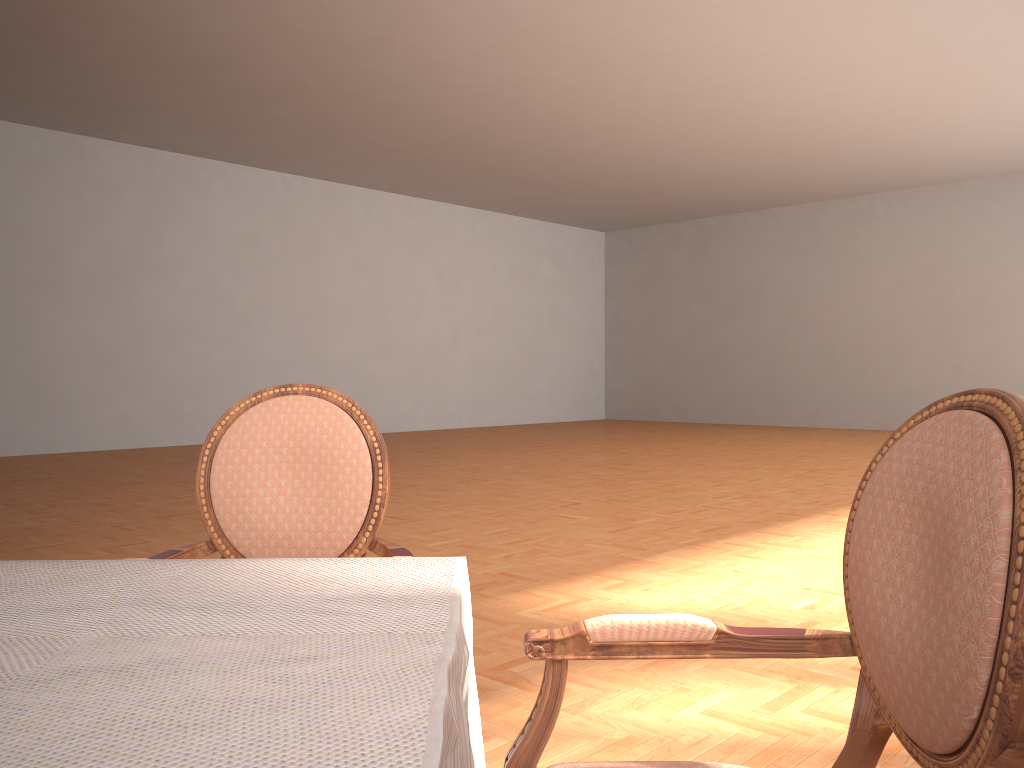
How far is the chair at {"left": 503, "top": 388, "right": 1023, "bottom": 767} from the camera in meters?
0.8 m

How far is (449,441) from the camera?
12.76m

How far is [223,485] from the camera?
1.76m

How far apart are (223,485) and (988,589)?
1.39m

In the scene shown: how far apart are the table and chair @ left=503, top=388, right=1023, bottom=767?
0.1 meters

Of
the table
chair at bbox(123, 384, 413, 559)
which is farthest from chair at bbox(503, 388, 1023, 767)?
chair at bbox(123, 384, 413, 559)

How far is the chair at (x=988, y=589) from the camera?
0.8 meters

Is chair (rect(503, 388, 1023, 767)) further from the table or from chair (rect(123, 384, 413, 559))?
chair (rect(123, 384, 413, 559))

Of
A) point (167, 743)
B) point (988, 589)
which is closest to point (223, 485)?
point (167, 743)

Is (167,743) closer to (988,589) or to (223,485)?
(988,589)
